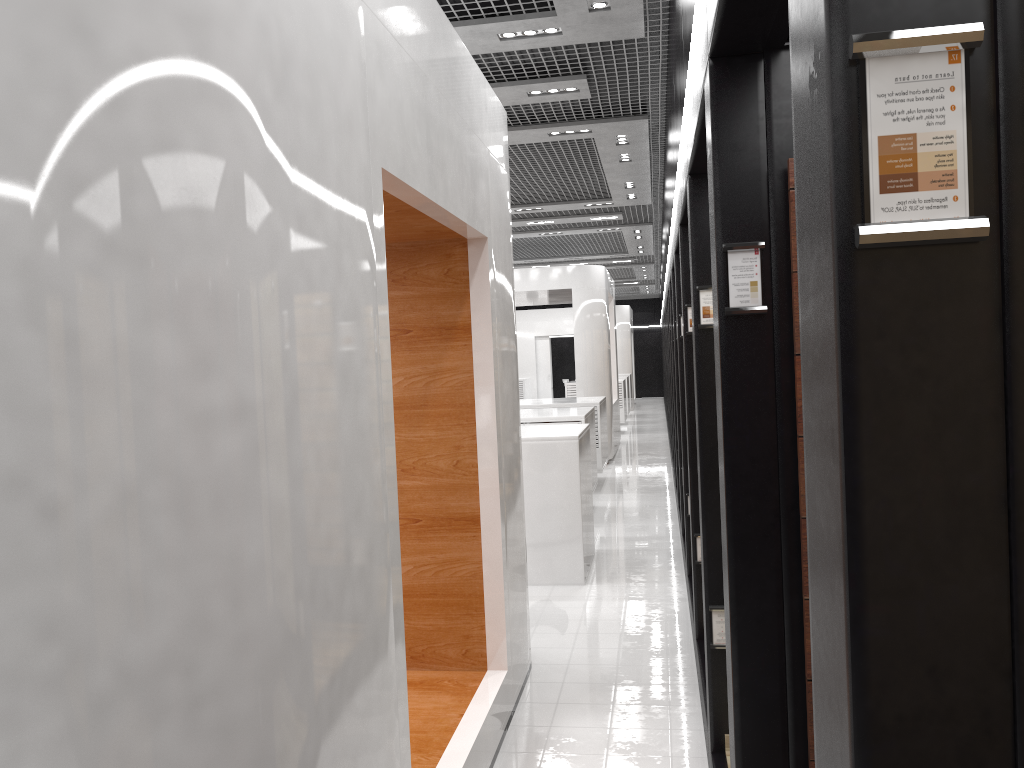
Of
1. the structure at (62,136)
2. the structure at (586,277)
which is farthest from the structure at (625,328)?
Answer: the structure at (62,136)

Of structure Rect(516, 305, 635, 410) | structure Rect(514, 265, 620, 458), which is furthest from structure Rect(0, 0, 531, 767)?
structure Rect(516, 305, 635, 410)

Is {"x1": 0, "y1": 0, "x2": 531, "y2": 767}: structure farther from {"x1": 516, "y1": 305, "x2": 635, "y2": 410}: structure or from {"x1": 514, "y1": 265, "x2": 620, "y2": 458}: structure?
{"x1": 516, "y1": 305, "x2": 635, "y2": 410}: structure

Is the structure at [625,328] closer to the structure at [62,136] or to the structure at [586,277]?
the structure at [586,277]

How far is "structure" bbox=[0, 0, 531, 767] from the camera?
1.6 meters

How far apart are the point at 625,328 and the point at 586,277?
13.3 meters

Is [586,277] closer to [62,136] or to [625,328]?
[62,136]

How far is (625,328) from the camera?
27.73m

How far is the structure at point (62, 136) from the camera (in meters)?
1.61

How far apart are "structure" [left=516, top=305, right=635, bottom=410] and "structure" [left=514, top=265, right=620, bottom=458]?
9.98m
